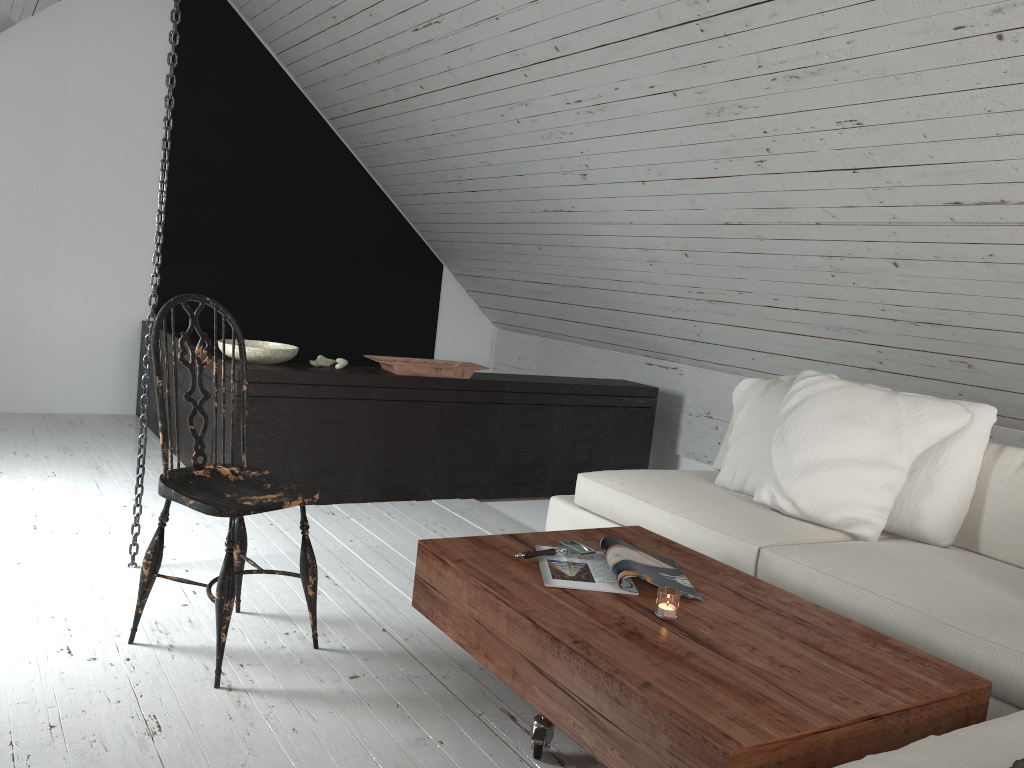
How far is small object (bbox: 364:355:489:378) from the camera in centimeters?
399cm

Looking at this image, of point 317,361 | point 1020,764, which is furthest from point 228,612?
point 317,361

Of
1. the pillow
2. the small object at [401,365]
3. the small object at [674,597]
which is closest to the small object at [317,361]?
the small object at [401,365]

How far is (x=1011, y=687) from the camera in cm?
198

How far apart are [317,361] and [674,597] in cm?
242

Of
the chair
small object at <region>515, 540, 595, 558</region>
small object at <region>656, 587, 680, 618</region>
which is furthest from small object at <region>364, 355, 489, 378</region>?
small object at <region>656, 587, 680, 618</region>

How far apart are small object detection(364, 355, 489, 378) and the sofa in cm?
89

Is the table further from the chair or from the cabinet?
the cabinet

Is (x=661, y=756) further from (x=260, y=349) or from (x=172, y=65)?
(x=260, y=349)

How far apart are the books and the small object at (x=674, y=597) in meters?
0.1 m
